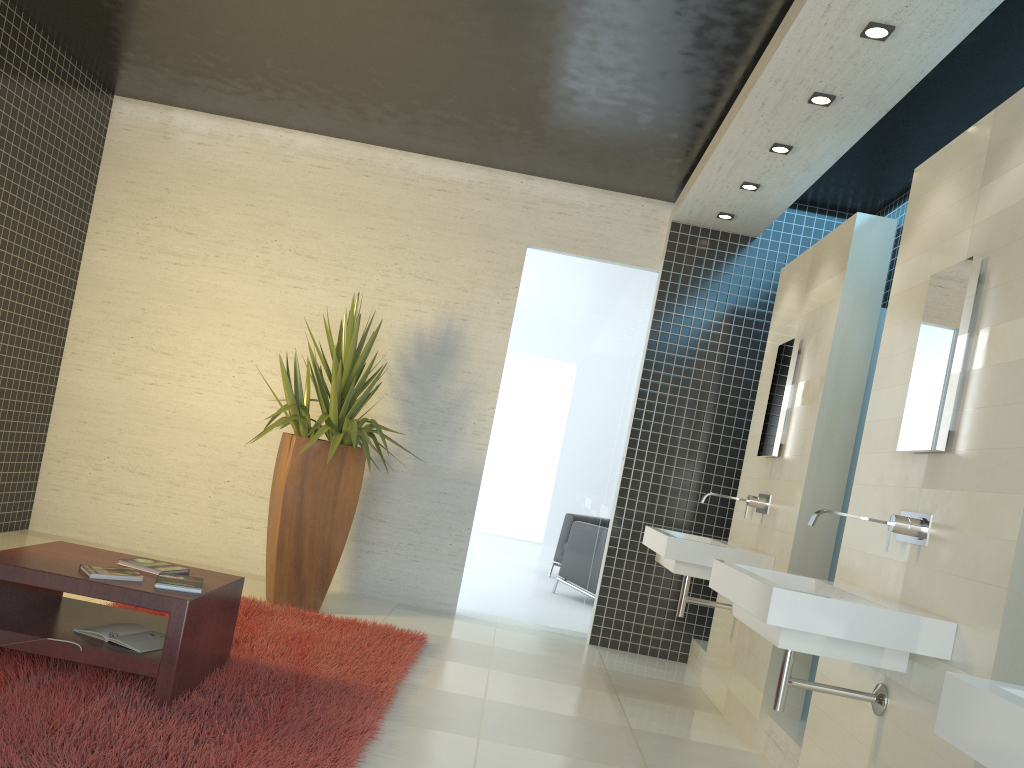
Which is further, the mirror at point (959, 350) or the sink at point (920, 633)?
the mirror at point (959, 350)

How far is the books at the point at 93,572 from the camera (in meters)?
3.28

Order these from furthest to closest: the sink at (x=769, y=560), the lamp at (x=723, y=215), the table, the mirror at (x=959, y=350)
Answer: the lamp at (x=723, y=215), the sink at (x=769, y=560), the table, the mirror at (x=959, y=350)

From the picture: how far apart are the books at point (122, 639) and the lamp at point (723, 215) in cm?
448

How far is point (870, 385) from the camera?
4.6m

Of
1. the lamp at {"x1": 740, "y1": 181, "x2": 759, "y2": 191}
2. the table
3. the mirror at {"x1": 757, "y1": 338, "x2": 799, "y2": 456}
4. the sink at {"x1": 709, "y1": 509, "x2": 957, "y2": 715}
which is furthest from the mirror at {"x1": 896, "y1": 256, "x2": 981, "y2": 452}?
the table

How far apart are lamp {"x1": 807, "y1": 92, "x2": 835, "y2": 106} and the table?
3.4m

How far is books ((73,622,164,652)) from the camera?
3.3 meters

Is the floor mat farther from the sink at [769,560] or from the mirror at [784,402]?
the mirror at [784,402]

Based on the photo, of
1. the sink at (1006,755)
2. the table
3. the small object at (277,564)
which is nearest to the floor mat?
the table
